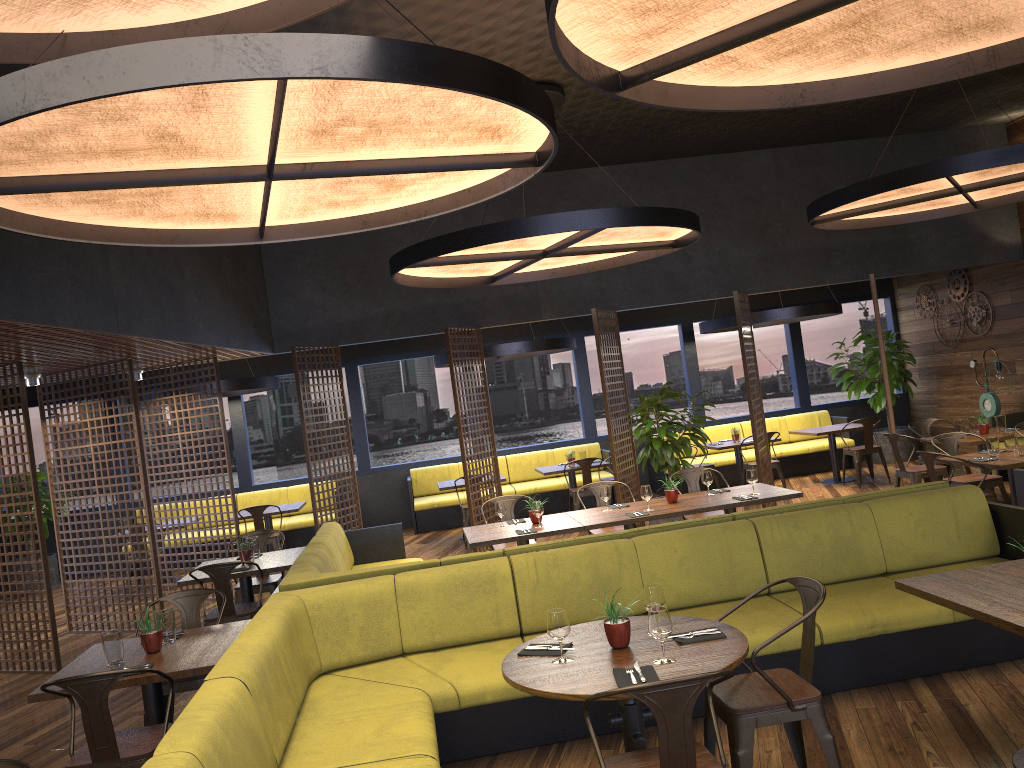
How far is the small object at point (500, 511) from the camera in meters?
7.4 m

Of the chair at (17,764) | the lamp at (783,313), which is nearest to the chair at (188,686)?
the chair at (17,764)

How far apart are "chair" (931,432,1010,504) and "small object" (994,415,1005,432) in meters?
1.1

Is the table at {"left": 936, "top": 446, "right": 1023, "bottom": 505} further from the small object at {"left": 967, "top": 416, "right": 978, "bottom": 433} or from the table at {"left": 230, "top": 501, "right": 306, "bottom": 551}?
the table at {"left": 230, "top": 501, "right": 306, "bottom": 551}

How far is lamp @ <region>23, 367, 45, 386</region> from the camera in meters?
8.4

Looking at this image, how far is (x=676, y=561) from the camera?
5.2m

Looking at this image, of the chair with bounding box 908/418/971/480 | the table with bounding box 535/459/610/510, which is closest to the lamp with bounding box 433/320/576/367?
the table with bounding box 535/459/610/510

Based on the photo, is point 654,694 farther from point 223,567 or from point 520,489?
point 520,489

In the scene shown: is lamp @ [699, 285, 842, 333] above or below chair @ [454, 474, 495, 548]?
above

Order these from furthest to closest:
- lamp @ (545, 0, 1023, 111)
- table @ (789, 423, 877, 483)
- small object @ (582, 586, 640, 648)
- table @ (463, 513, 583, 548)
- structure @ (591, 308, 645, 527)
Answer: table @ (789, 423, 877, 483) → structure @ (591, 308, 645, 527) → table @ (463, 513, 583, 548) → small object @ (582, 586, 640, 648) → lamp @ (545, 0, 1023, 111)
